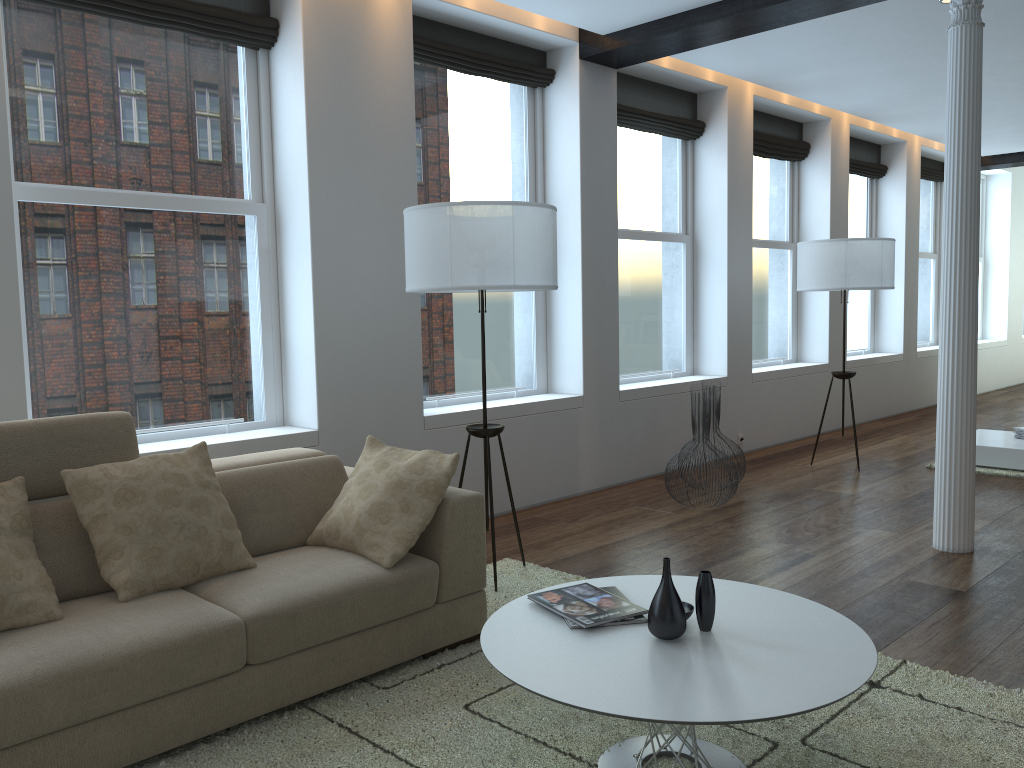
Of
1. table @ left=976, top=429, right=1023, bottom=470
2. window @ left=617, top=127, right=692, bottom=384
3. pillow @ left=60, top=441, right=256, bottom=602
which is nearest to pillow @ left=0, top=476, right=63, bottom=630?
pillow @ left=60, top=441, right=256, bottom=602

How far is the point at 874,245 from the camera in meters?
6.4

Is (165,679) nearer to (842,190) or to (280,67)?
(280,67)

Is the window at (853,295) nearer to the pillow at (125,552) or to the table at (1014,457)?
the table at (1014,457)

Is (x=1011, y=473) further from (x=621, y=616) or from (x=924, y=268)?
(x=924, y=268)

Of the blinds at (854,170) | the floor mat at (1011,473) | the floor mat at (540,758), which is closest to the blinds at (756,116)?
the blinds at (854,170)

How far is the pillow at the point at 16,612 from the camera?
2.5m

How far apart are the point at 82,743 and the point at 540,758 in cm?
123

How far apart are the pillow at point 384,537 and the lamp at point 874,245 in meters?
4.2

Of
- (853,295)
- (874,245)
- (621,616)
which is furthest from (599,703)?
(853,295)
